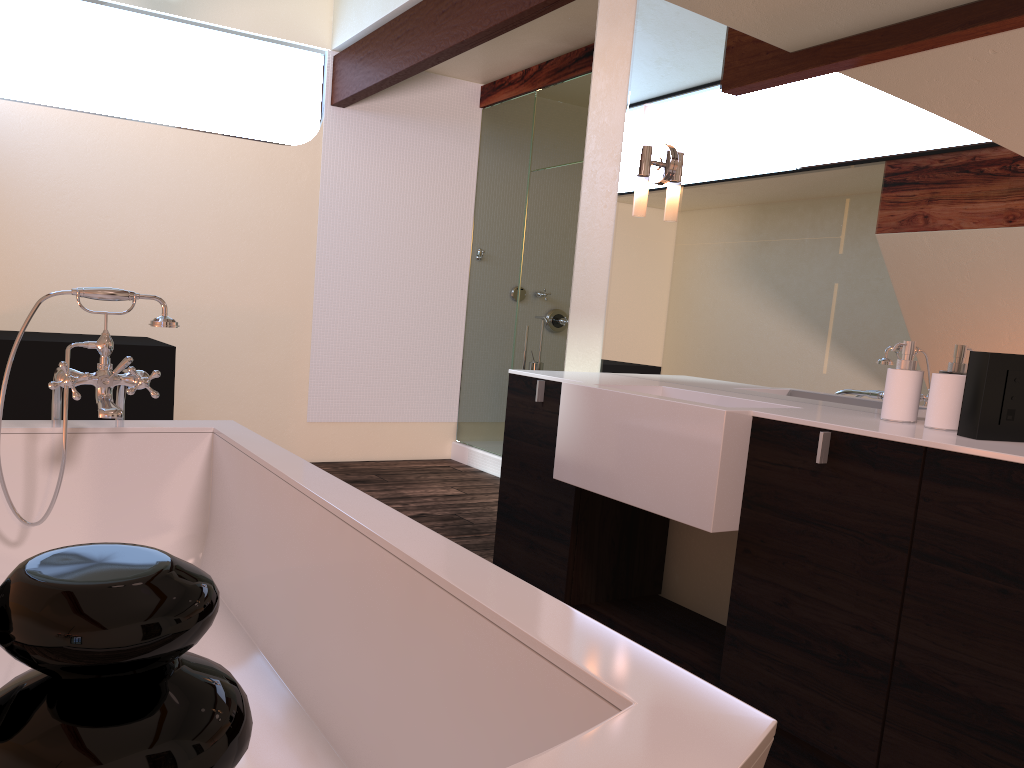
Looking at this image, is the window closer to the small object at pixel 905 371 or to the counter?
the counter

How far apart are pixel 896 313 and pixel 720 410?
0.51m

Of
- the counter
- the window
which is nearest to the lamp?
the counter

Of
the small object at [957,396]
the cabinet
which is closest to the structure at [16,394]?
the cabinet

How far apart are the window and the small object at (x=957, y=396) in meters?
4.5

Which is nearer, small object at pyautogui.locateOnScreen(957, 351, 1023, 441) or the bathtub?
the bathtub

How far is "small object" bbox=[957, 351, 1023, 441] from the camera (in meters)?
1.61

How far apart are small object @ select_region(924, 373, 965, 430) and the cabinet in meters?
0.2 m

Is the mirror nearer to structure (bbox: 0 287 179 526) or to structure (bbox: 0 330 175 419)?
structure (bbox: 0 287 179 526)

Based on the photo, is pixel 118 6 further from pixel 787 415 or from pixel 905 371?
pixel 905 371
